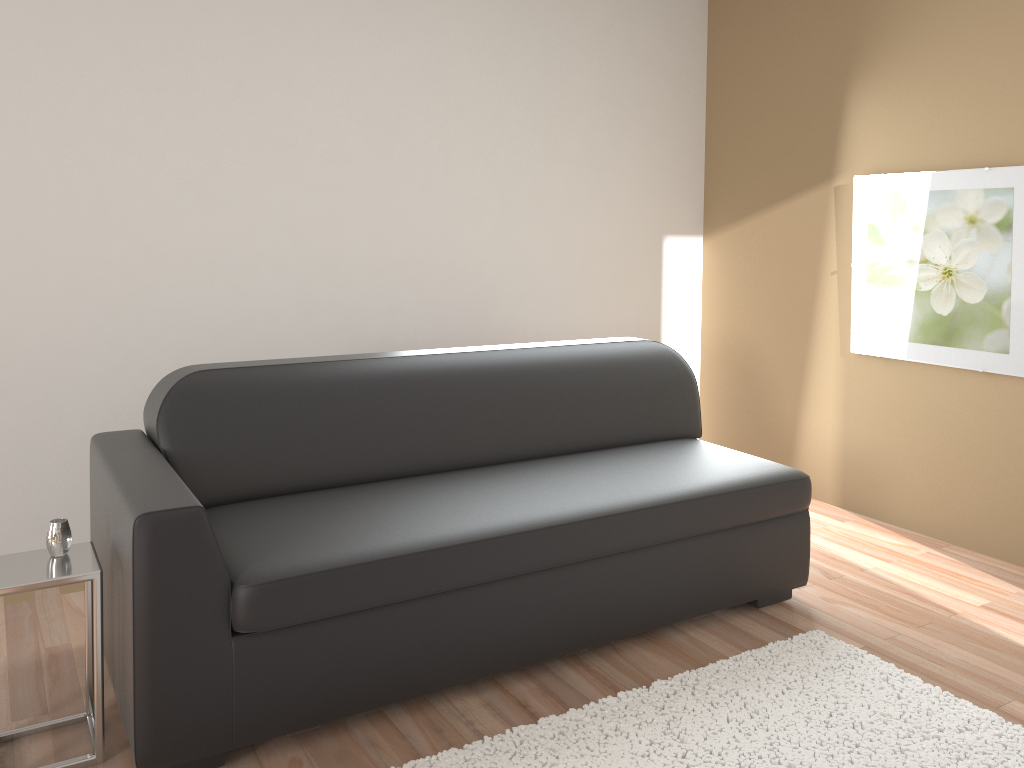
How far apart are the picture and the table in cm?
326

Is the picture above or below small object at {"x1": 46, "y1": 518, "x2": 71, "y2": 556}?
above

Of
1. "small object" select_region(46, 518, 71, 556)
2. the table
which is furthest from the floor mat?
"small object" select_region(46, 518, 71, 556)

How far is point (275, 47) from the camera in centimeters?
354cm

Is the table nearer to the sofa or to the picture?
the sofa

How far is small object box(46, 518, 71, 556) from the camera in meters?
2.2 m

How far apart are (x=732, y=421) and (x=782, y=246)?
1.0 meters

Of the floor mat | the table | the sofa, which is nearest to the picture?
the sofa

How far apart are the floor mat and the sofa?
0.24m

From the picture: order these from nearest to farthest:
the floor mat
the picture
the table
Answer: the table, the floor mat, the picture
